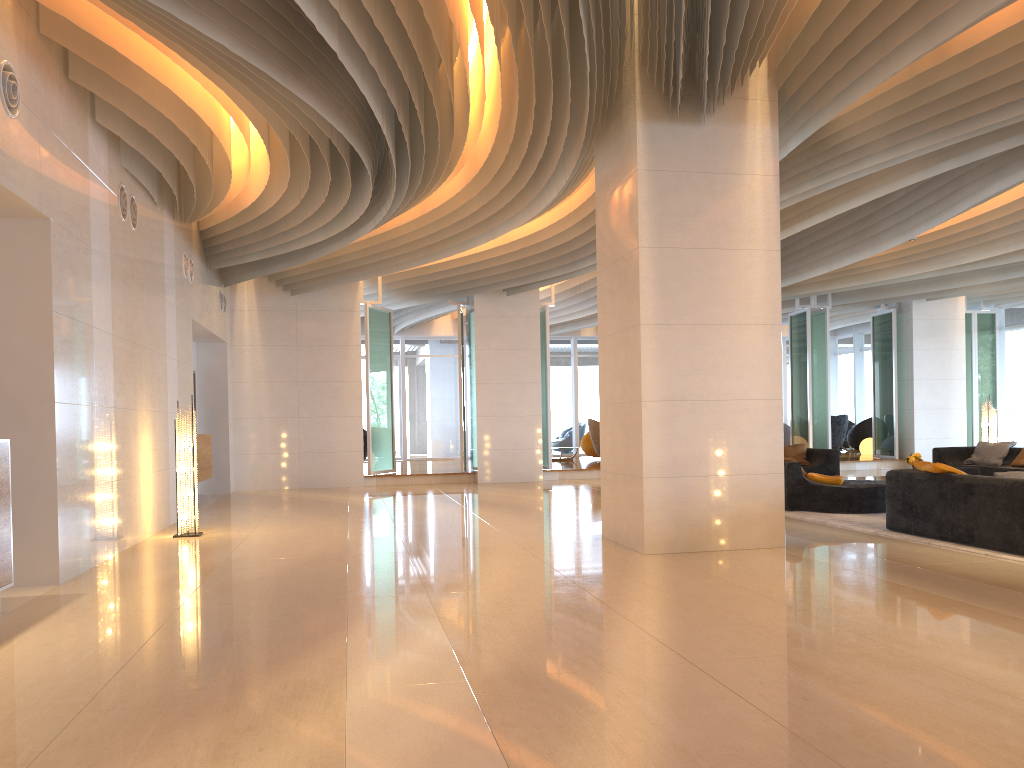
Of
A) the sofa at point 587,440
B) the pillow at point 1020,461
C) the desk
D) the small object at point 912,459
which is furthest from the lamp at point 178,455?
the sofa at point 587,440

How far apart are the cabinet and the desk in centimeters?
709cm

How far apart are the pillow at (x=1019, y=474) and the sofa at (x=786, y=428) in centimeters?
1354cm

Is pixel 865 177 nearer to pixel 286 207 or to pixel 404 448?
pixel 286 207

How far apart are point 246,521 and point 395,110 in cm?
509

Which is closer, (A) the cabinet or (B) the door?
(A) the cabinet

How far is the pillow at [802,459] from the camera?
14.55m

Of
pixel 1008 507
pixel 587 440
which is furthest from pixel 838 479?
pixel 587 440

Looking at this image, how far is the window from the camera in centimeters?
1939cm

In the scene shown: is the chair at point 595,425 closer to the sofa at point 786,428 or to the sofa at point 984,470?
the sofa at point 786,428
